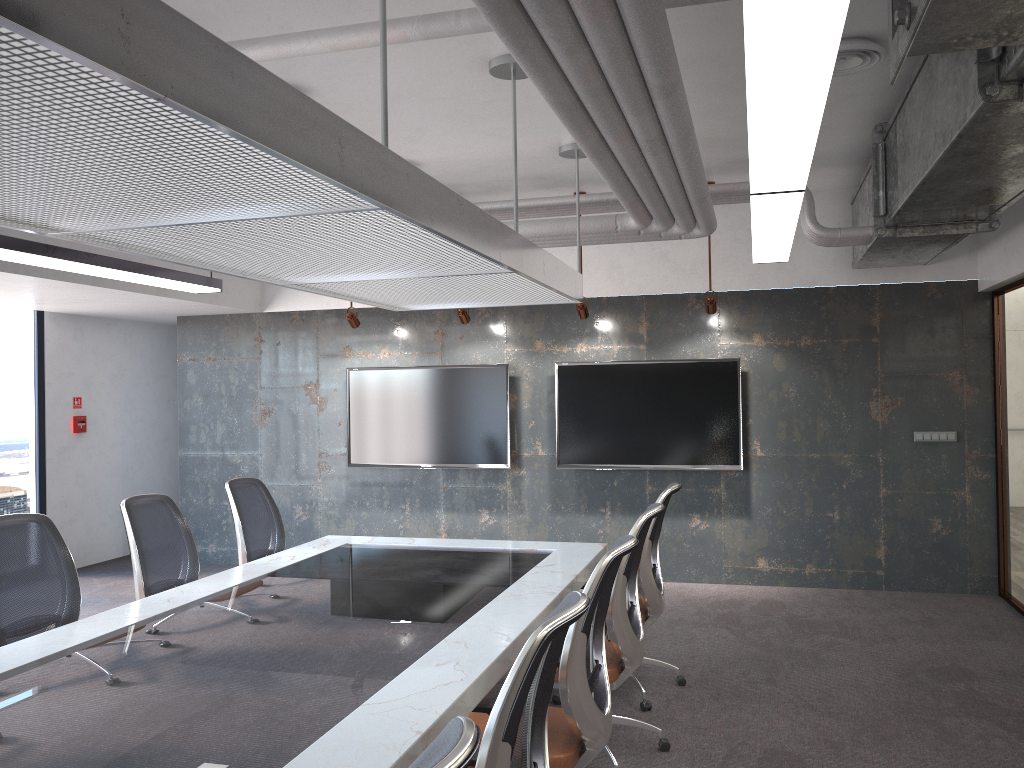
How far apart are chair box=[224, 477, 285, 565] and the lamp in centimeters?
138cm

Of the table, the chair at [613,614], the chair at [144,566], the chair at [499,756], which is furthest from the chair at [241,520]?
the chair at [499,756]

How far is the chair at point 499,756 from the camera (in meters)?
2.04

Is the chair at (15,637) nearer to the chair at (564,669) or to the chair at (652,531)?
the chair at (564,669)

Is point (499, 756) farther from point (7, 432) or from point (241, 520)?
point (7, 432)

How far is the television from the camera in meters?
7.6 m

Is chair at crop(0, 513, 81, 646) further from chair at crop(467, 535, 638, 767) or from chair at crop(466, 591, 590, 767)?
chair at crop(466, 591, 590, 767)

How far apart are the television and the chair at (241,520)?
2.50m

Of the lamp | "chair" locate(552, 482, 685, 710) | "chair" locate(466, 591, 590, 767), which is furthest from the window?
"chair" locate(466, 591, 590, 767)

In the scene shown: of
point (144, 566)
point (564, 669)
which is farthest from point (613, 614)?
point (144, 566)
